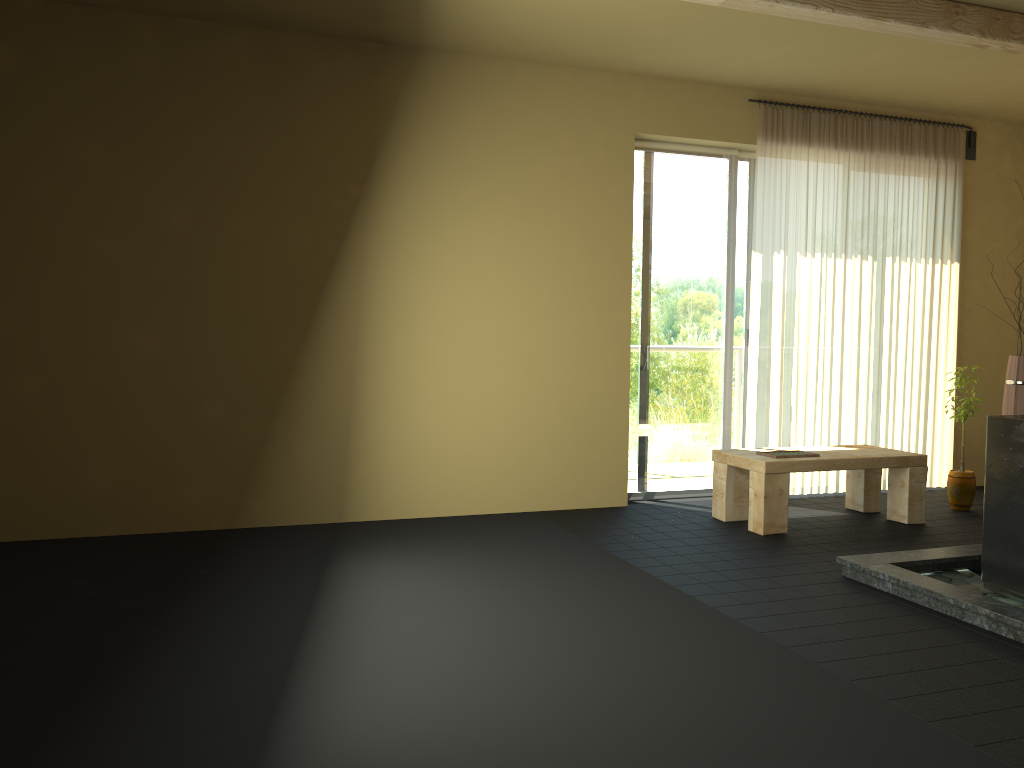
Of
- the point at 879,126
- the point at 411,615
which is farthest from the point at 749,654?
the point at 879,126

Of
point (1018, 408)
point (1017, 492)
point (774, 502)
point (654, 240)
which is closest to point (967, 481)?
point (1018, 408)

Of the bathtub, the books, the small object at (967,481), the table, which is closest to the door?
the table

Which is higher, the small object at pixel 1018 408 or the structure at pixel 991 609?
the small object at pixel 1018 408

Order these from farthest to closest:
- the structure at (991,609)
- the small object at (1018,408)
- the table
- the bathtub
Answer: the small object at (1018,408) < the table < the bathtub < the structure at (991,609)

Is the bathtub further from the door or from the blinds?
the door

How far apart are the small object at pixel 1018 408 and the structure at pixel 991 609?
1.8 meters

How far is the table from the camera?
4.8 meters

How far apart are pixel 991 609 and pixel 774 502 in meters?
1.6

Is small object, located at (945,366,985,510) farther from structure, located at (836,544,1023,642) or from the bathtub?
the bathtub
